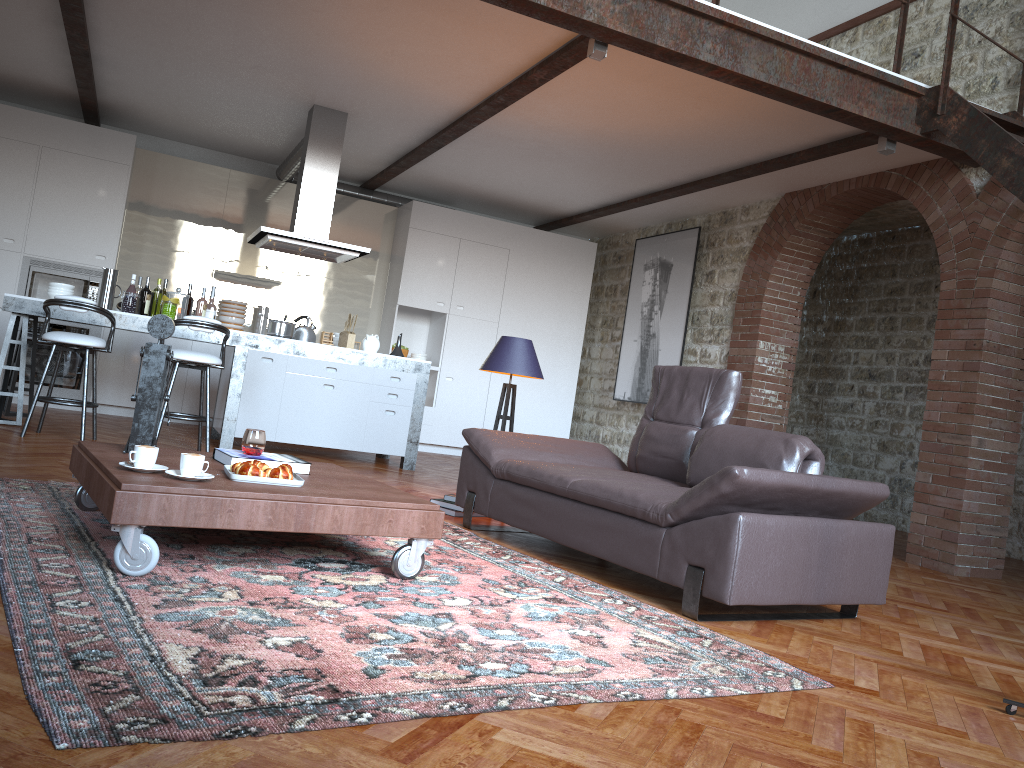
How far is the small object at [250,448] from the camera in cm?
362

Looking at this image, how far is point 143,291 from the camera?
7.1 meters

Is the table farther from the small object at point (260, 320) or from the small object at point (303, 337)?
the small object at point (260, 320)

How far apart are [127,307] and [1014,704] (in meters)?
6.37

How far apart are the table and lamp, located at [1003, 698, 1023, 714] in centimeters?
194cm

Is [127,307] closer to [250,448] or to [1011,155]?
[250,448]

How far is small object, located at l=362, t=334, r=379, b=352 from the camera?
7.6 meters

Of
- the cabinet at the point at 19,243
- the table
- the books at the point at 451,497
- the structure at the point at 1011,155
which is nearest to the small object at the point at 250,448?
the table

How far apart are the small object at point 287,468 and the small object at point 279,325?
4.02m

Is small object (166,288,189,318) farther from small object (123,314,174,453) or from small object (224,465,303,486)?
small object (224,465,303,486)
